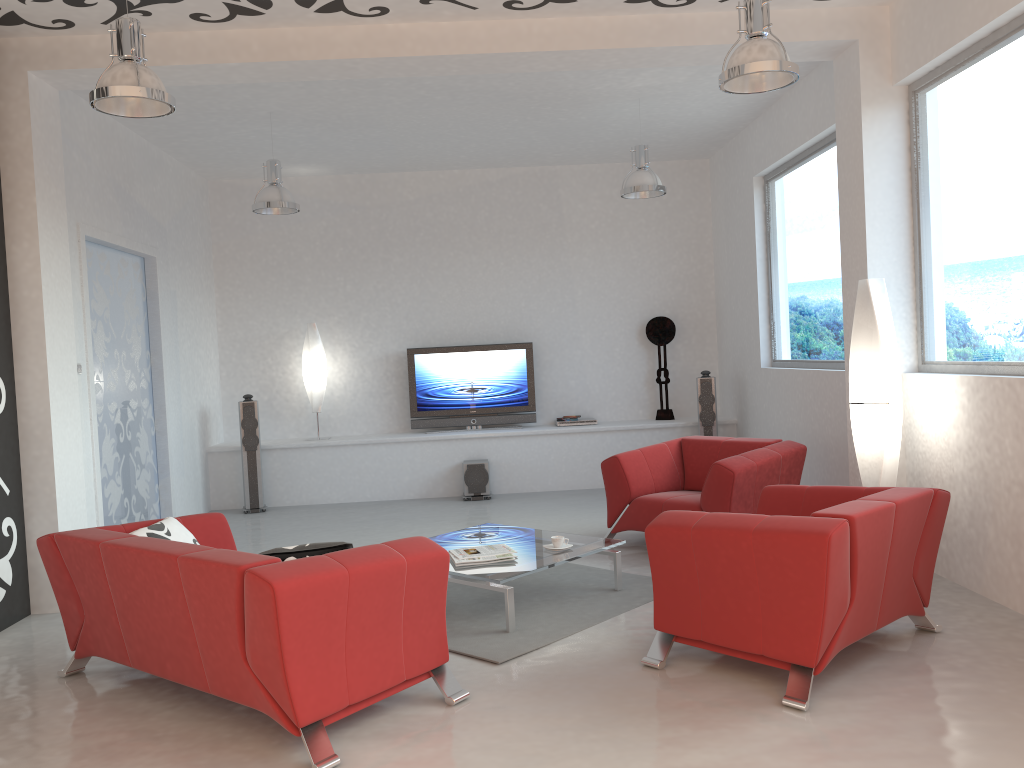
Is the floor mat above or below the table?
below

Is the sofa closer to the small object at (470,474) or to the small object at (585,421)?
the small object at (470,474)

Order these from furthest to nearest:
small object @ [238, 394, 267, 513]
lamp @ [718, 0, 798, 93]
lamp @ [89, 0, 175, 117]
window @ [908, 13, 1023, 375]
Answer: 1. small object @ [238, 394, 267, 513]
2. window @ [908, 13, 1023, 375]
3. lamp @ [718, 0, 798, 93]
4. lamp @ [89, 0, 175, 117]

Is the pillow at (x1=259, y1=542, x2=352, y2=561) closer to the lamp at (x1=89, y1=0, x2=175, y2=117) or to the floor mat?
the floor mat

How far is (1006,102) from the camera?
4.6m

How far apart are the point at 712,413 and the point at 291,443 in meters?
4.3 m

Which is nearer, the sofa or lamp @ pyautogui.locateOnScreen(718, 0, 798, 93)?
the sofa

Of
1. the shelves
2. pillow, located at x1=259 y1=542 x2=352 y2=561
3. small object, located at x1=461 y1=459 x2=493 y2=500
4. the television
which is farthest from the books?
the television

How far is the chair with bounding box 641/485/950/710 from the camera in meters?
3.5

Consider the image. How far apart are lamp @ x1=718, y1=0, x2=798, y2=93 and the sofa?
2.59m
